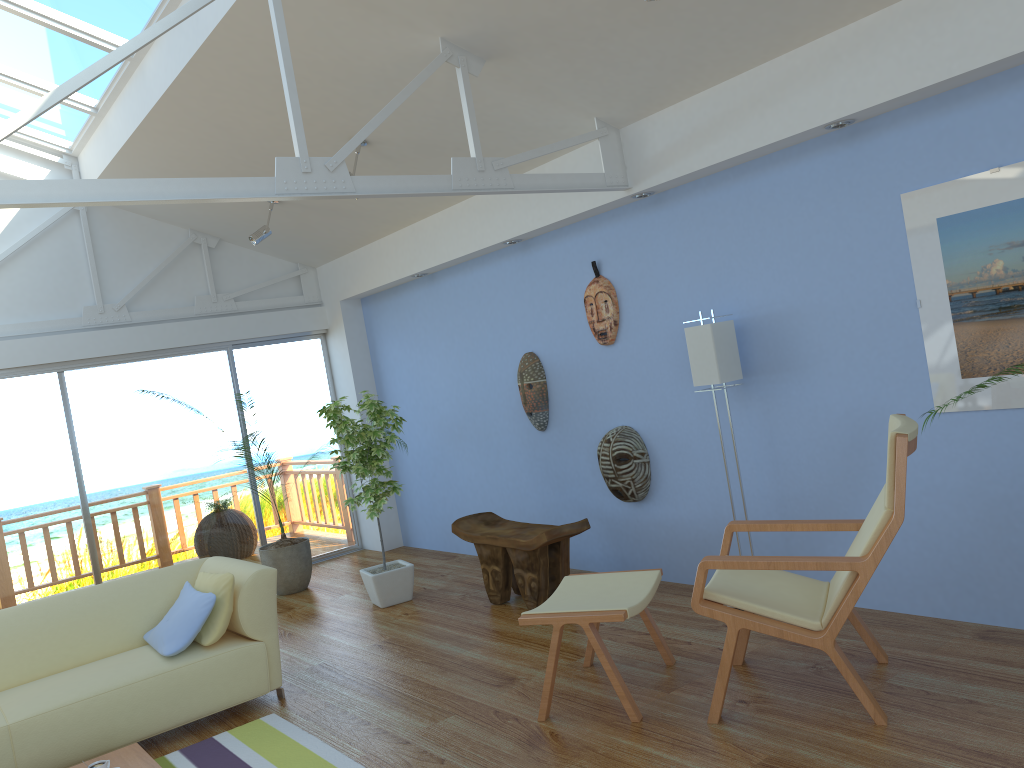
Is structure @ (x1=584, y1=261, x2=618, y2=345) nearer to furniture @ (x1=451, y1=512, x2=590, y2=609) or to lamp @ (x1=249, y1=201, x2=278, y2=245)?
furniture @ (x1=451, y1=512, x2=590, y2=609)

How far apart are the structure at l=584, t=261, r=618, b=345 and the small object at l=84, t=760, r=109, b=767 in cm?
333

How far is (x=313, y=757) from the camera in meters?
3.5

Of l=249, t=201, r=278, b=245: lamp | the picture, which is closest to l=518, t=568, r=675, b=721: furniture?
the picture

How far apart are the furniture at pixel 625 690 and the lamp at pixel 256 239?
3.64m

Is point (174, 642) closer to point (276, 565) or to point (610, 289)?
point (276, 565)

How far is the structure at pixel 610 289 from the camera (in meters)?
5.20

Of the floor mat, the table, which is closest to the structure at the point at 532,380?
the floor mat

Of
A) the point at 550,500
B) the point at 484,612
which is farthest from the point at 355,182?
the point at 550,500

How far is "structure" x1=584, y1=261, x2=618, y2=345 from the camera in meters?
5.2 m
